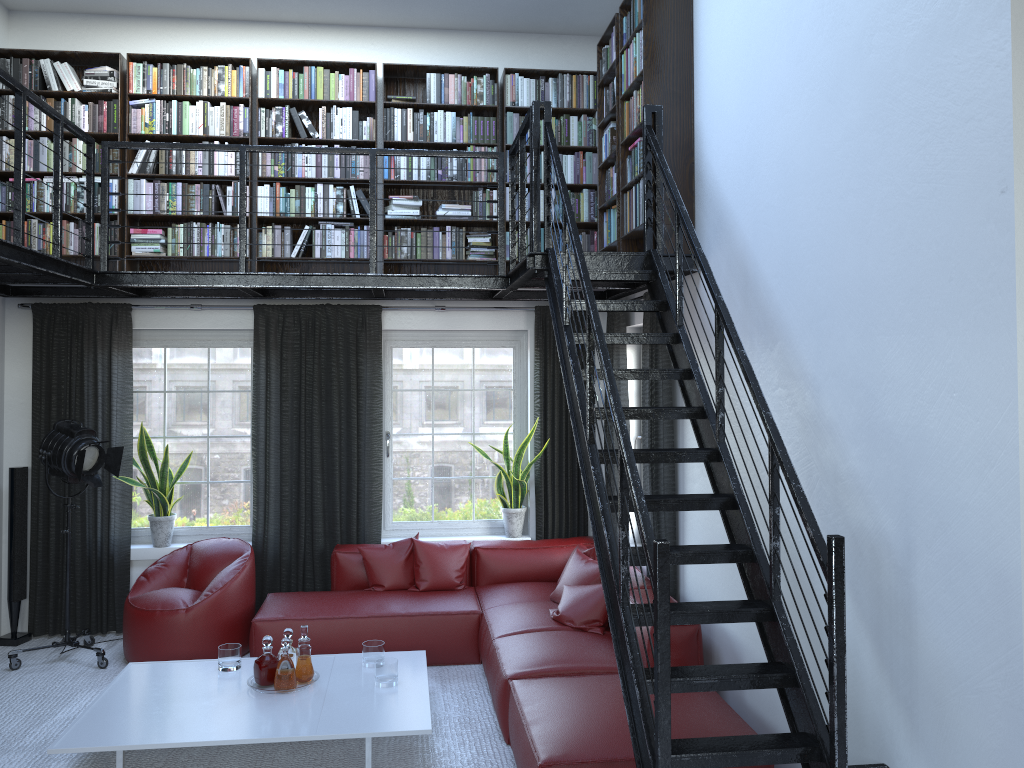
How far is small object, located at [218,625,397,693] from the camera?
4.58m

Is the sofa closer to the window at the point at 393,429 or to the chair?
the chair

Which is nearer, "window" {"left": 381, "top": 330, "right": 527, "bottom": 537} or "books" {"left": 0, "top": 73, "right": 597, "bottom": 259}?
"books" {"left": 0, "top": 73, "right": 597, "bottom": 259}

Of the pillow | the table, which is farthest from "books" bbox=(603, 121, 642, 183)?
the table

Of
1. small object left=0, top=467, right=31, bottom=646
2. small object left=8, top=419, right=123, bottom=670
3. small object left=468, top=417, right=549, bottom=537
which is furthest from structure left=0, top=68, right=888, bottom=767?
small object left=0, top=467, right=31, bottom=646

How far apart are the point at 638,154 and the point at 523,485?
2.71m

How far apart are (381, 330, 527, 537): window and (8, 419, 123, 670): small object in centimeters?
189cm

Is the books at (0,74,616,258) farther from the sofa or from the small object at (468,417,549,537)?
the sofa

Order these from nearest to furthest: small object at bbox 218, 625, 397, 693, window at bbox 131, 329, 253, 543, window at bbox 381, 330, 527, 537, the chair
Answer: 1. small object at bbox 218, 625, 397, 693
2. the chair
3. window at bbox 131, 329, 253, 543
4. window at bbox 381, 330, 527, 537

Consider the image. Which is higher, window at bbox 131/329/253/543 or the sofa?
window at bbox 131/329/253/543
